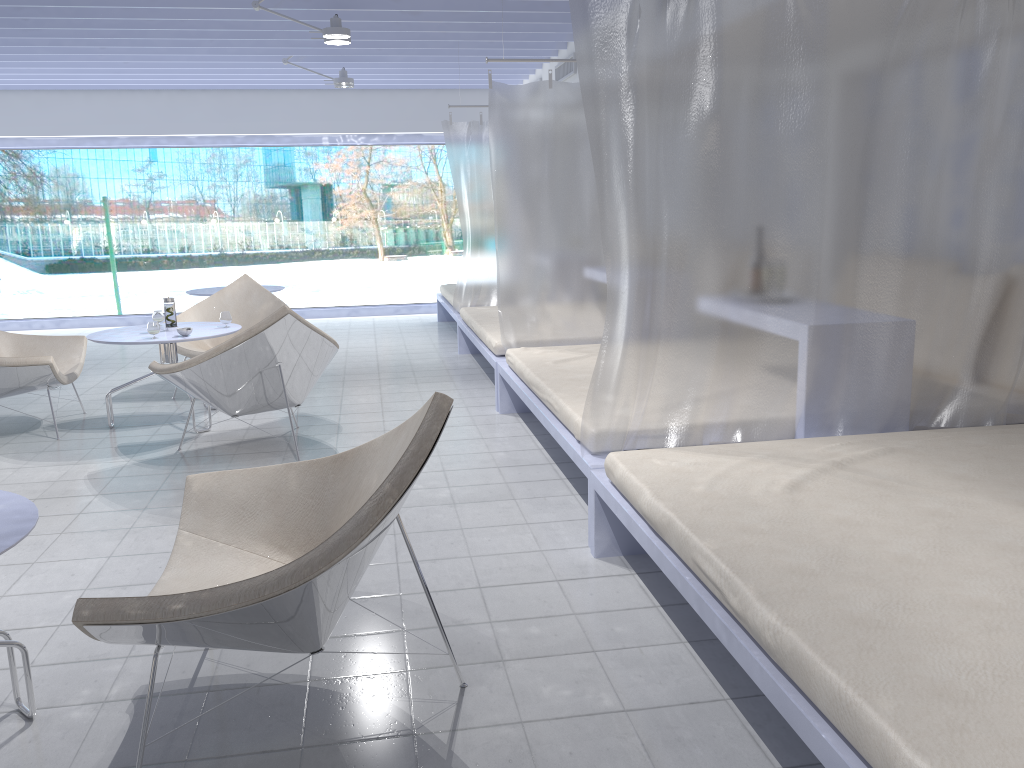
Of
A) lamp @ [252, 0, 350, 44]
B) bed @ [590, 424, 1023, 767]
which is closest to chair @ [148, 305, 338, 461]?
bed @ [590, 424, 1023, 767]

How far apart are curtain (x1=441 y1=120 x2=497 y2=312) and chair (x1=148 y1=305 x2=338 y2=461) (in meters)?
2.83

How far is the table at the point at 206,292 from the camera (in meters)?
7.45

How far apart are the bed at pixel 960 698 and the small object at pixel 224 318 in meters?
2.9 m

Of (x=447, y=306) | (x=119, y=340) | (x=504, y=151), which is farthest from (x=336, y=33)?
(x=447, y=306)

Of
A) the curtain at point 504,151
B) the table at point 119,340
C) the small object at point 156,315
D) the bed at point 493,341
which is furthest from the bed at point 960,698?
the small object at point 156,315

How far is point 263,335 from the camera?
4.07m

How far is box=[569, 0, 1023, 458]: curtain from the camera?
2.82m

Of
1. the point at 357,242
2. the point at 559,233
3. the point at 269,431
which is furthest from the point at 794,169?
the point at 357,242

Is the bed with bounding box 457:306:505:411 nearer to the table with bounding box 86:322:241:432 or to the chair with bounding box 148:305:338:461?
the chair with bounding box 148:305:338:461
